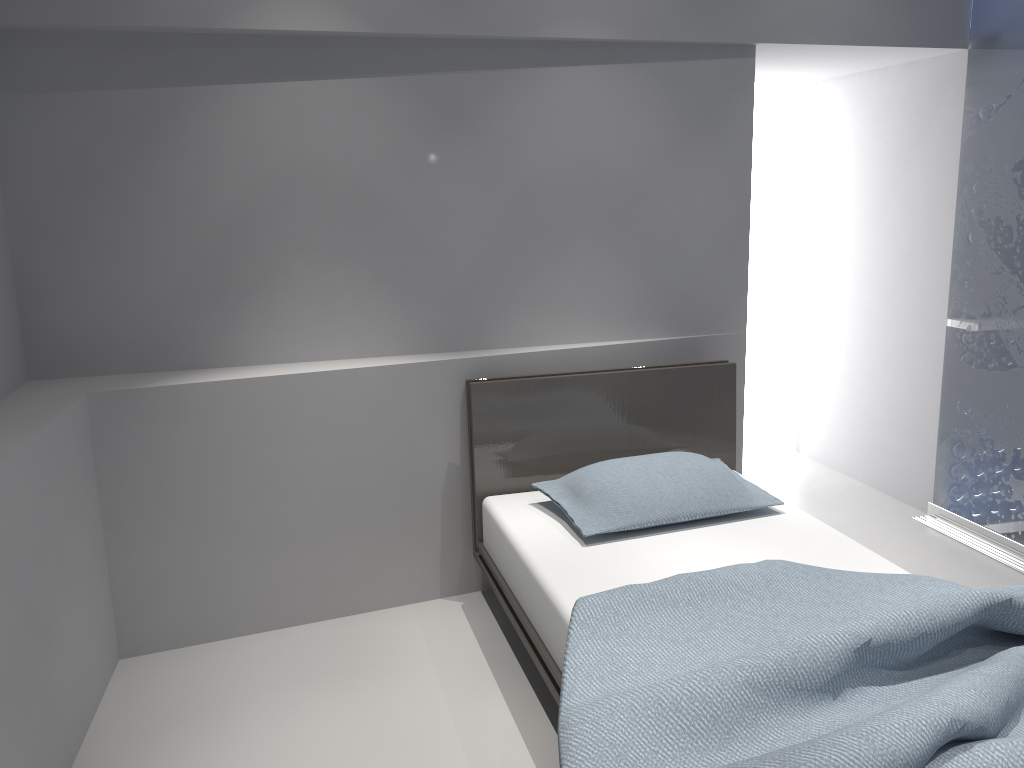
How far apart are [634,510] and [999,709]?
1.3m

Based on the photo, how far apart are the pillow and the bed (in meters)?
0.04

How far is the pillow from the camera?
2.7m

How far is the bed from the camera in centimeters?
161cm

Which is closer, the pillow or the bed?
the bed

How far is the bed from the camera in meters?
1.6

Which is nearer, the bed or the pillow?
the bed

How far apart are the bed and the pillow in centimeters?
4cm
